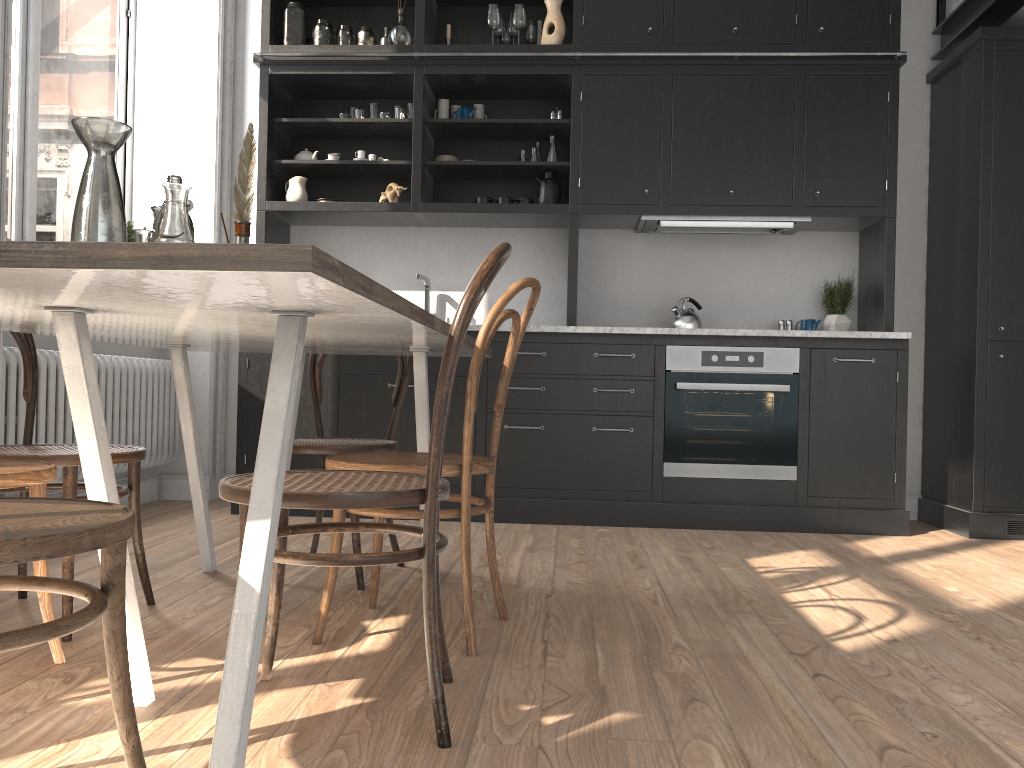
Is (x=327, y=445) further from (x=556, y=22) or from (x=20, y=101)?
(x=556, y=22)

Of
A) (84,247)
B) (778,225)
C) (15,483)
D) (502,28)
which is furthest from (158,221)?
(778,225)

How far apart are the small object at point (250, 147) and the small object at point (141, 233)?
0.31m

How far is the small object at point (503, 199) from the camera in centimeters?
452cm

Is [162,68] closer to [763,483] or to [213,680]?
[763,483]

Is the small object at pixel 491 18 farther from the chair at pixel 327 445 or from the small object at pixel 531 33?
the chair at pixel 327 445

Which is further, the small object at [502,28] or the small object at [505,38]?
the small object at [505,38]

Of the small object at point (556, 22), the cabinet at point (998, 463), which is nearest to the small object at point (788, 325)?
the cabinet at point (998, 463)

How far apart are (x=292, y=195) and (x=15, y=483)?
3.1m

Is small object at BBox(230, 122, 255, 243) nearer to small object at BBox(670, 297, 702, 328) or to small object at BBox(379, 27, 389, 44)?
small object at BBox(670, 297, 702, 328)
